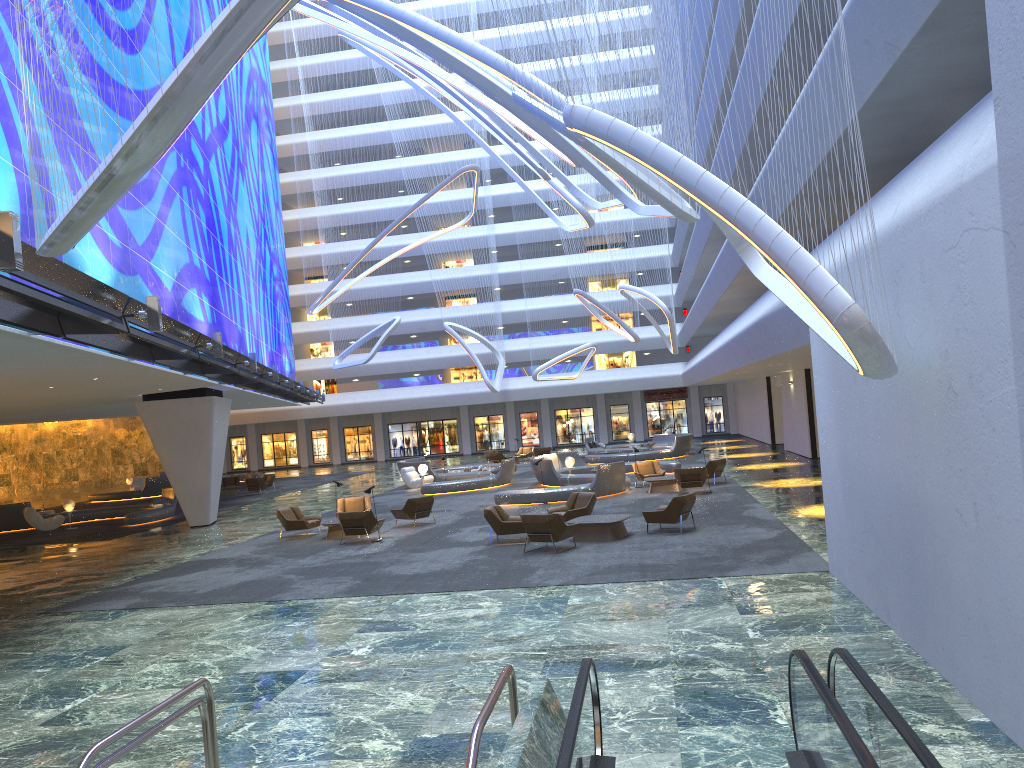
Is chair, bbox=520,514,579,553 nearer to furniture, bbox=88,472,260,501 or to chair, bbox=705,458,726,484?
chair, bbox=705,458,726,484

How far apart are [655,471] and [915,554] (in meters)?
19.87

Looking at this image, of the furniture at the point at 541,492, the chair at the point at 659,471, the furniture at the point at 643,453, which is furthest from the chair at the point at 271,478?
the chair at the point at 659,471

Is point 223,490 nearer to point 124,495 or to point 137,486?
point 124,495

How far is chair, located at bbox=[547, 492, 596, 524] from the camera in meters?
19.3 m

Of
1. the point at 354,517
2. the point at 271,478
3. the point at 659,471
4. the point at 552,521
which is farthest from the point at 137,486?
the point at 552,521

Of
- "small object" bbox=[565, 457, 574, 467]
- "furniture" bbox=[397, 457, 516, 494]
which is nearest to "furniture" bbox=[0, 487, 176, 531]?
"furniture" bbox=[397, 457, 516, 494]

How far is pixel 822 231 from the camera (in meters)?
23.21

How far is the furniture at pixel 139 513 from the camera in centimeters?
2941cm

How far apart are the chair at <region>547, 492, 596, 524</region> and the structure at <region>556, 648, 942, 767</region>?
13.19m
